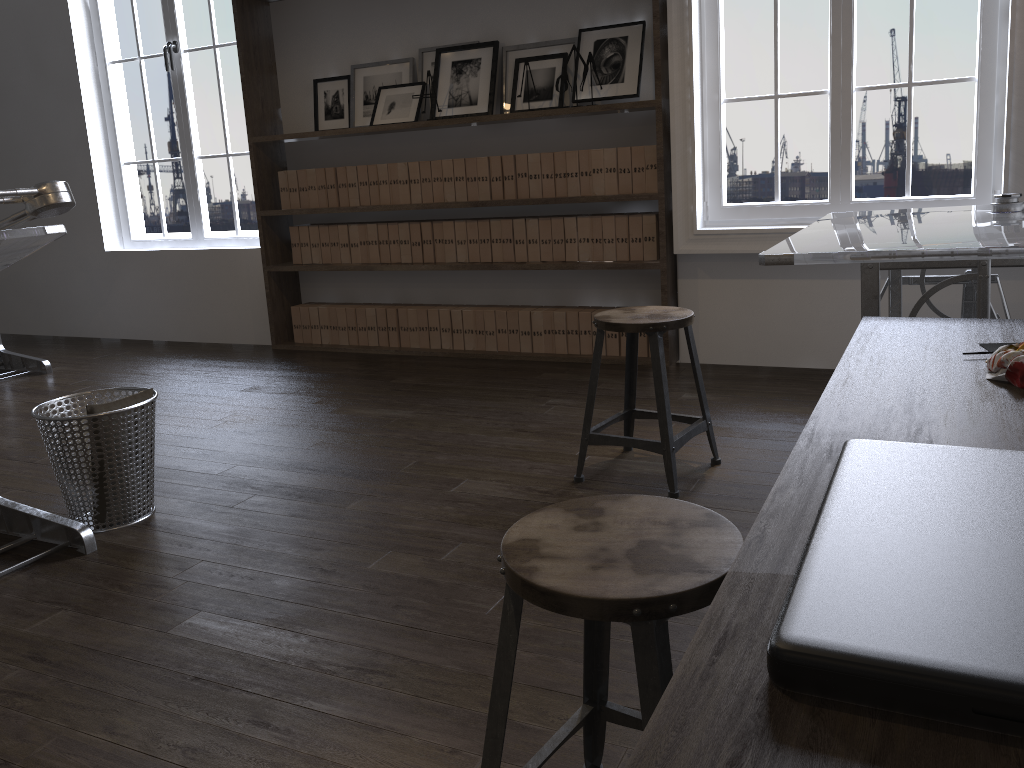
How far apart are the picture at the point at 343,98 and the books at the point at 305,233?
0.6m

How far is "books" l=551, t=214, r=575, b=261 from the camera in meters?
4.4

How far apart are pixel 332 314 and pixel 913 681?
4.9m

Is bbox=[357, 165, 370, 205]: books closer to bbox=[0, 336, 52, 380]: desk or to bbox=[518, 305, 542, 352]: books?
bbox=[518, 305, 542, 352]: books

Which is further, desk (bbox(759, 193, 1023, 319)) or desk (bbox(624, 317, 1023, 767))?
desk (bbox(759, 193, 1023, 319))

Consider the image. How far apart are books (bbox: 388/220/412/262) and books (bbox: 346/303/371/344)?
0.43m

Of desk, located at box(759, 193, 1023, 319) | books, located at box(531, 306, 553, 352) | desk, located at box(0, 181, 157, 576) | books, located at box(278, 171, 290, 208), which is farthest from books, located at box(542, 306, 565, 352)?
desk, located at box(0, 181, 157, 576)

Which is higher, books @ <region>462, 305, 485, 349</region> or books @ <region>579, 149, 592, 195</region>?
books @ <region>579, 149, 592, 195</region>

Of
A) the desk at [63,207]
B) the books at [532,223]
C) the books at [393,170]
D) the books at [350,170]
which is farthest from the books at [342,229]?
the desk at [63,207]

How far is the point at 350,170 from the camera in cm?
490
